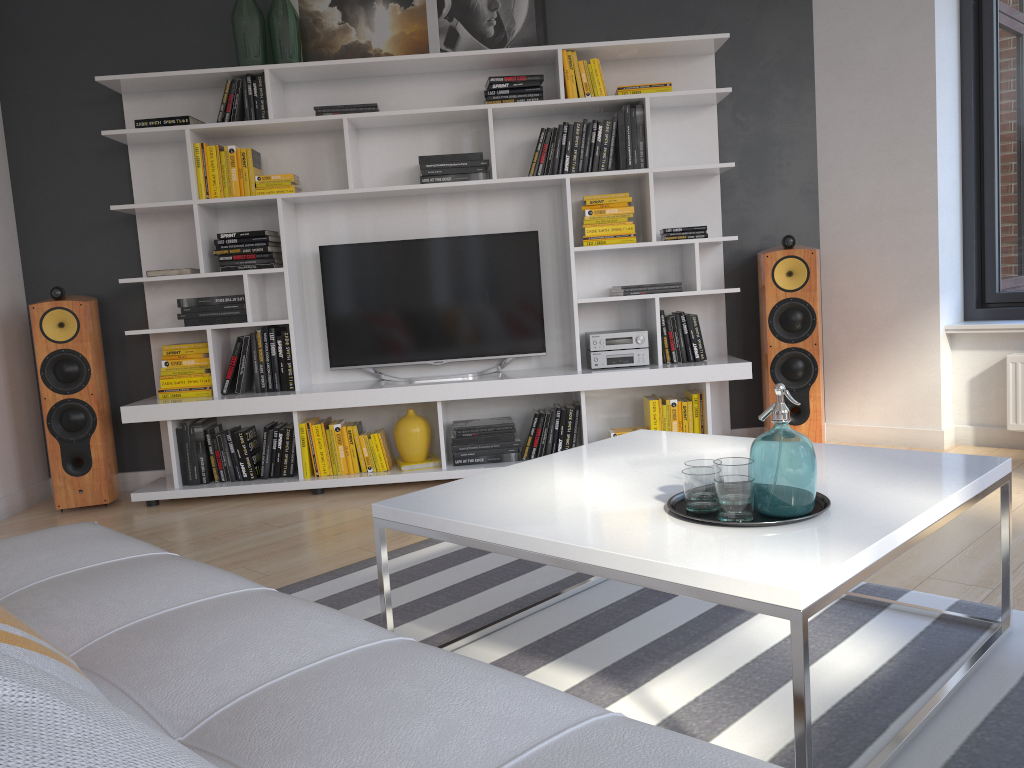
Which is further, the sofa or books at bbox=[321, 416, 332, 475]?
books at bbox=[321, 416, 332, 475]

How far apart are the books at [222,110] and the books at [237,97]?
0.1 meters

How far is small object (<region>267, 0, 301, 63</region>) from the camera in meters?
4.3

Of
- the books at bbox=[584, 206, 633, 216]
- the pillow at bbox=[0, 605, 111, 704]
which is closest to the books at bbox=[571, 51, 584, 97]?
the books at bbox=[584, 206, 633, 216]

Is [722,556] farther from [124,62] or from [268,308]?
[124,62]

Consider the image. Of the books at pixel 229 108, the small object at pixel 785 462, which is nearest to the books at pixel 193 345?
the books at pixel 229 108

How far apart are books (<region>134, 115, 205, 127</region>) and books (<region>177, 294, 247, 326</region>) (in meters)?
0.85

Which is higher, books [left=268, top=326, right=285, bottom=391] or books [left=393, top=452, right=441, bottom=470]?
books [left=268, top=326, right=285, bottom=391]

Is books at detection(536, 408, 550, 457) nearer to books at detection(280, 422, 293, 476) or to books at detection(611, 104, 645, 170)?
books at detection(280, 422, 293, 476)

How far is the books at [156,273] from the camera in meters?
4.3
